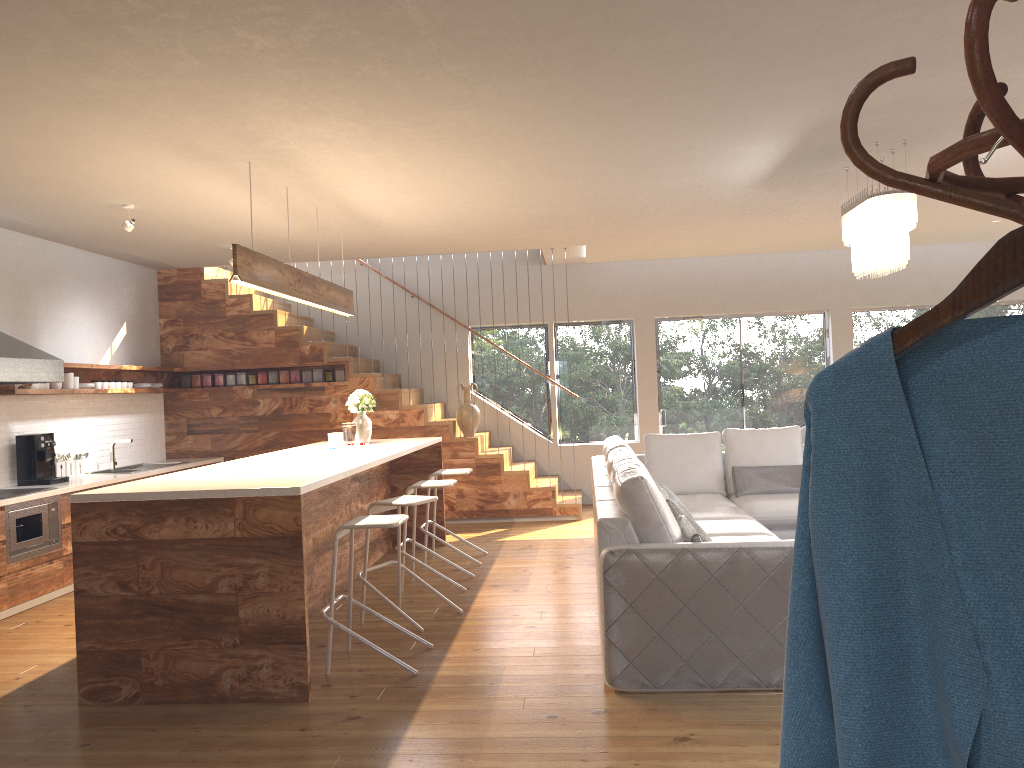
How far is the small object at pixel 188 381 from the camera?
9.5m

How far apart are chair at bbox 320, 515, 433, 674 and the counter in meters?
2.7

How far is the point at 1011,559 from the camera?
0.80m

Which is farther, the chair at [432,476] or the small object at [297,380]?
the small object at [297,380]

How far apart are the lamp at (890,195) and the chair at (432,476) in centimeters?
325cm

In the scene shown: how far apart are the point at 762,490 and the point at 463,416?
3.4 meters

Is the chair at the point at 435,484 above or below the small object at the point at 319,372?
below

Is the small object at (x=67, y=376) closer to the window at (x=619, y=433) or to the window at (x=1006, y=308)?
the window at (x=619, y=433)

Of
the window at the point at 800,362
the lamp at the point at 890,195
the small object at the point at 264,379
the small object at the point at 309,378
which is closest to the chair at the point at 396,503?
→ the lamp at the point at 890,195

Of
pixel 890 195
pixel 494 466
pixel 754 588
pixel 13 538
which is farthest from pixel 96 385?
pixel 890 195
